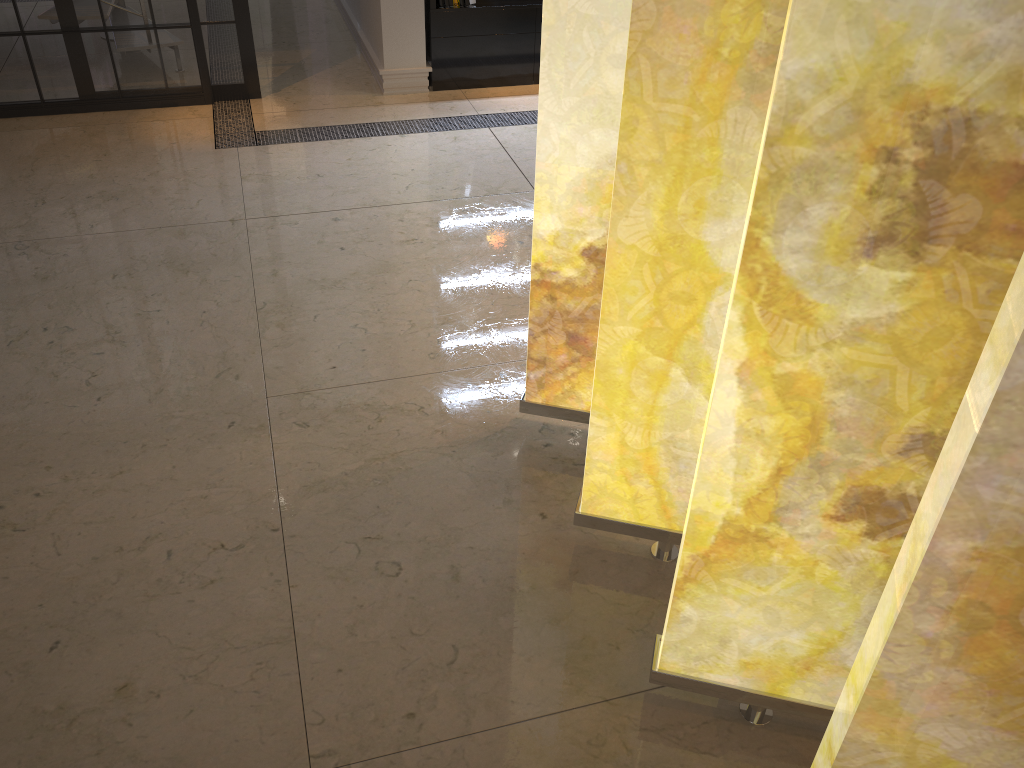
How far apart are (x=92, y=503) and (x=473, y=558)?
1.0 meters

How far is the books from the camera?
4.80m

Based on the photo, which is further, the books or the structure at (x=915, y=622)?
the books

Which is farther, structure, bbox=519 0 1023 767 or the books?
the books

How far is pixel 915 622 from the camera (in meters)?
1.03

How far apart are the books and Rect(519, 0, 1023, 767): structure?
3.1m

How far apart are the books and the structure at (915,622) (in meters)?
3.10

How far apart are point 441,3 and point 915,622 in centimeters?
451cm

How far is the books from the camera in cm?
480
